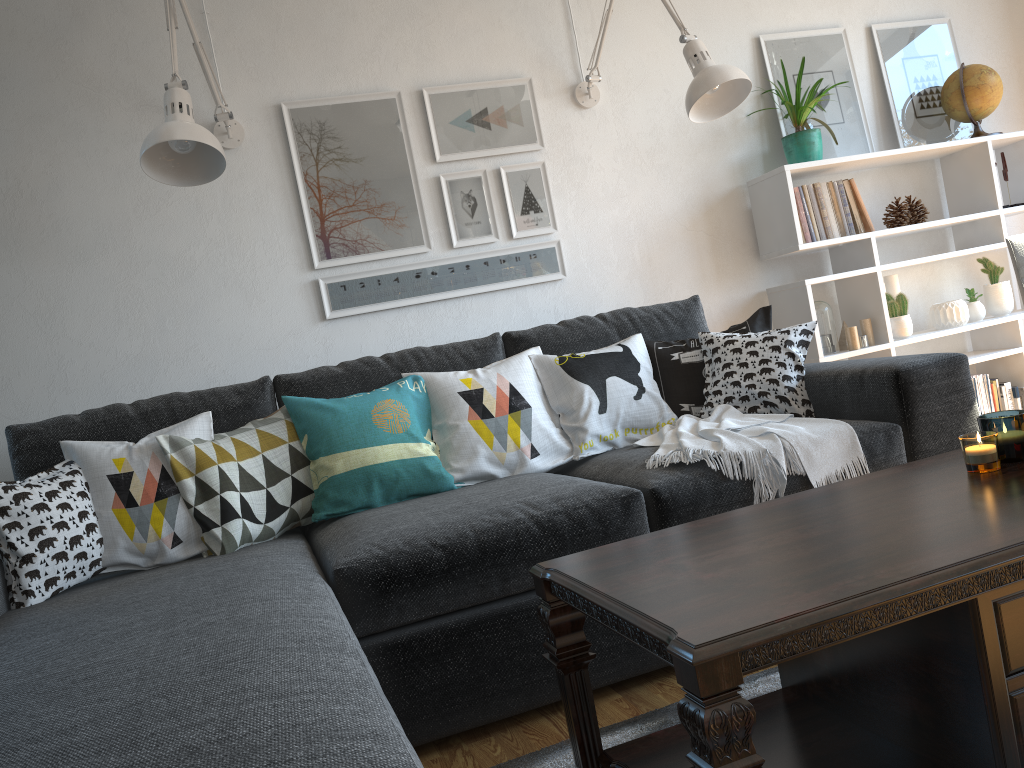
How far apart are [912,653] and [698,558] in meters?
0.3 m

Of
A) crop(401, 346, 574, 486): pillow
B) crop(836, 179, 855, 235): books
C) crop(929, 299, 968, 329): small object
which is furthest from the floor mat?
crop(929, 299, 968, 329): small object

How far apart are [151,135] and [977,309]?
2.94m

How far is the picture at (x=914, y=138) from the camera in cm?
347

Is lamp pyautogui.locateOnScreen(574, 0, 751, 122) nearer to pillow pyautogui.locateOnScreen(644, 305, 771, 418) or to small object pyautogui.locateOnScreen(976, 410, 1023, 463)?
pillow pyautogui.locateOnScreen(644, 305, 771, 418)

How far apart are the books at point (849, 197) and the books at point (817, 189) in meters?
0.1

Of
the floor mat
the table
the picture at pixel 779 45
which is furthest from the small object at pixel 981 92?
the floor mat

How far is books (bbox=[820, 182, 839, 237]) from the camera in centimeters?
315cm

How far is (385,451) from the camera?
2.27m

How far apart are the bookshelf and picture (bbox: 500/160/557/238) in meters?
0.8 m
